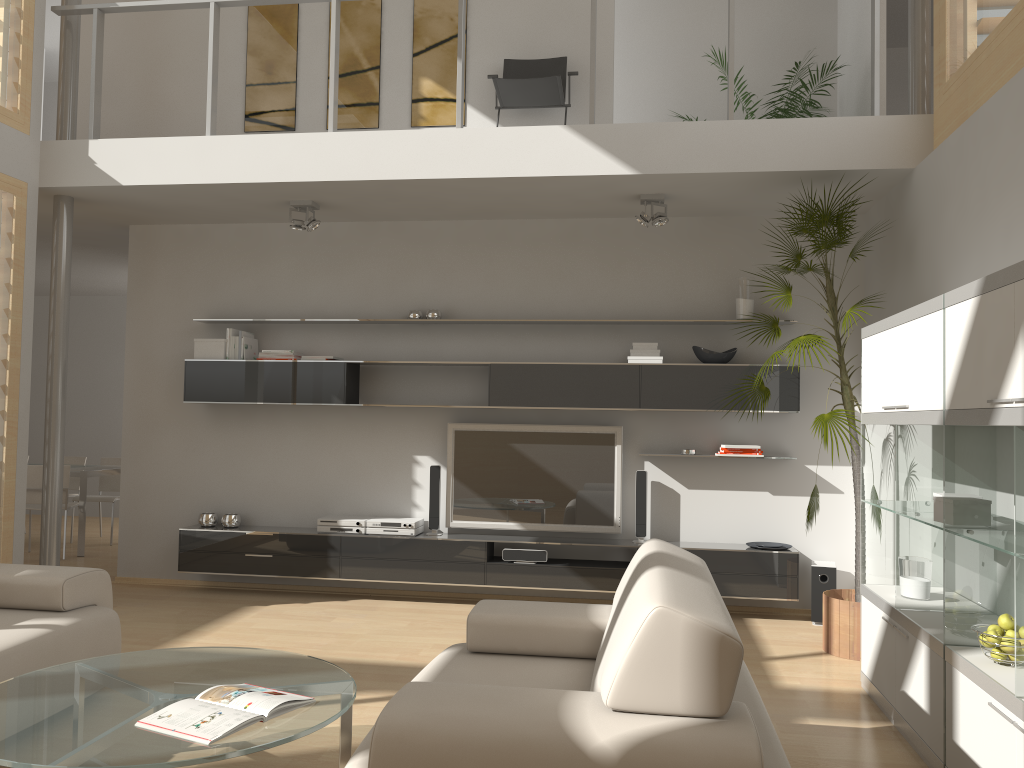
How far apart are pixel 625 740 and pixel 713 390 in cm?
400

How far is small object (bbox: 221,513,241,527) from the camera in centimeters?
634cm

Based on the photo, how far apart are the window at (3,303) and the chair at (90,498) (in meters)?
3.36

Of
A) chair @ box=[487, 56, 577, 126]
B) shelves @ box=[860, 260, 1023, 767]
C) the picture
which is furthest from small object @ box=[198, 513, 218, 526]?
shelves @ box=[860, 260, 1023, 767]

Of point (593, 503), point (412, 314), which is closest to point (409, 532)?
Result: point (593, 503)

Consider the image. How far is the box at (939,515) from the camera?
3.4m

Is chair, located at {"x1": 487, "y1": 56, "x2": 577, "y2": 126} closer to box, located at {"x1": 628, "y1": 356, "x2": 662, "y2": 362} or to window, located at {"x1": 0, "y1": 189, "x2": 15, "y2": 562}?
box, located at {"x1": 628, "y1": 356, "x2": 662, "y2": 362}

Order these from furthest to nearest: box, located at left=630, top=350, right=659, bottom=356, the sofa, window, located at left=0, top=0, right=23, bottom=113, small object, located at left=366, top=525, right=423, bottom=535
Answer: small object, located at left=366, top=525, right=423, bottom=535 → box, located at left=630, top=350, right=659, bottom=356 → window, located at left=0, top=0, right=23, bottom=113 → the sofa

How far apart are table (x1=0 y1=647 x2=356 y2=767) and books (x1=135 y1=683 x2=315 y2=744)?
0.0m

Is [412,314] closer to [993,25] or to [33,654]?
[33,654]
